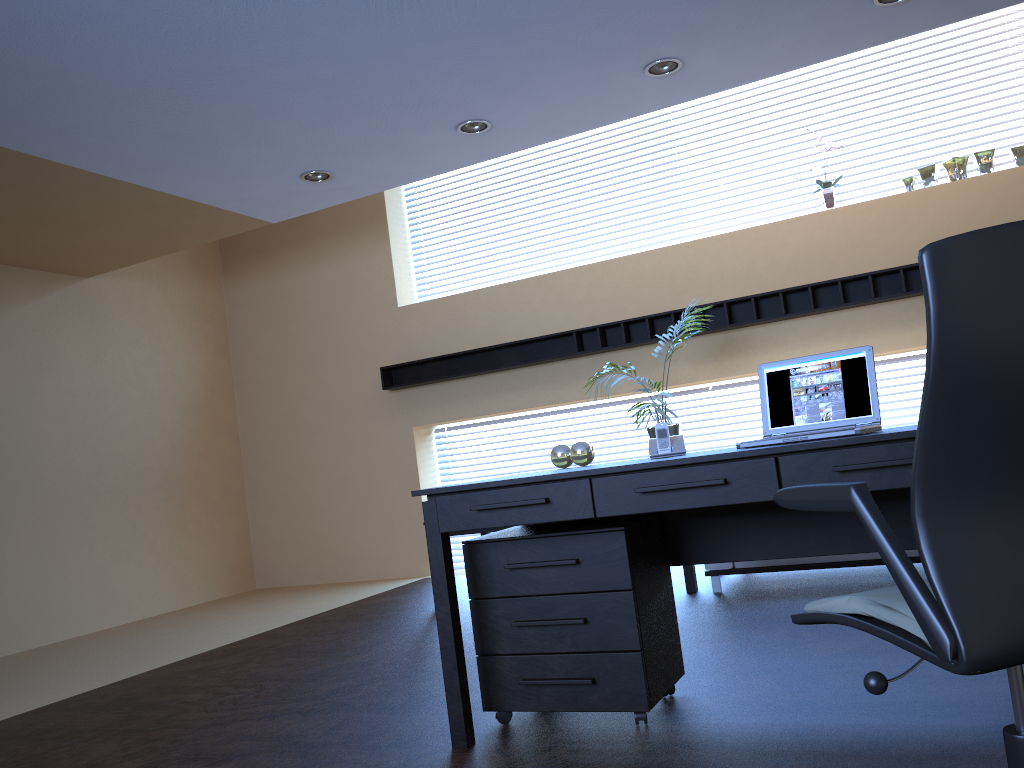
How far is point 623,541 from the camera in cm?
298

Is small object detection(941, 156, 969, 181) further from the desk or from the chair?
the chair

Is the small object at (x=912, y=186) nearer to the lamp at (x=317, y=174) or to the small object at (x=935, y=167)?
the small object at (x=935, y=167)

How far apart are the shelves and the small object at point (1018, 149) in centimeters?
98cm

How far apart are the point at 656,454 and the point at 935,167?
4.60m

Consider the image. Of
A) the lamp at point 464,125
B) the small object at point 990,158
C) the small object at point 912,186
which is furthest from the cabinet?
the small object at point 990,158

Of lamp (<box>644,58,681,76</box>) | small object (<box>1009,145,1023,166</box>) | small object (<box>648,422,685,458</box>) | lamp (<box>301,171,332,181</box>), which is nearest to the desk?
small object (<box>648,422,685,458</box>)

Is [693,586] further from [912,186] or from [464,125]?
[912,186]

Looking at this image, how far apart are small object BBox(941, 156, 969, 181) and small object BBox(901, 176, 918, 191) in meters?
0.2 m

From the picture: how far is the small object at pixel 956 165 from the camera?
6.41m
